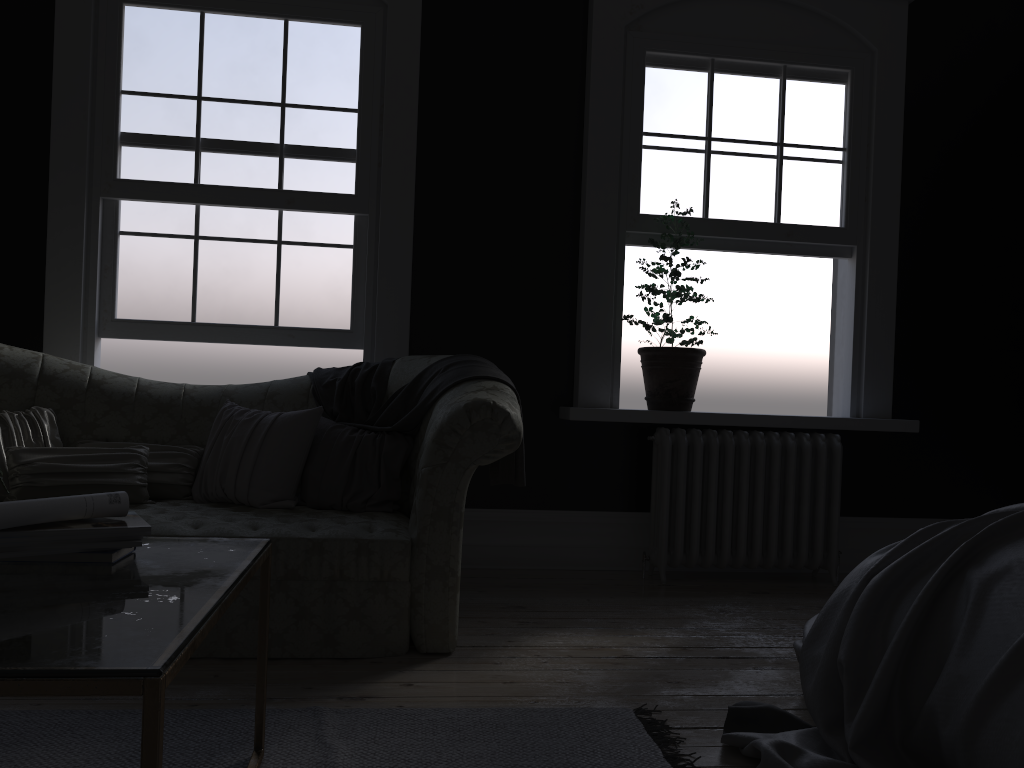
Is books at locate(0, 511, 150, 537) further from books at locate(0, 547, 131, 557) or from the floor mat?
the floor mat

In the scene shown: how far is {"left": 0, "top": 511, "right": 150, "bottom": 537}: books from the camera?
1.8 meters

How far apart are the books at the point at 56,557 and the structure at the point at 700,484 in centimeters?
317cm

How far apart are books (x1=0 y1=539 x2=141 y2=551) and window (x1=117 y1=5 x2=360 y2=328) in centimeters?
298cm

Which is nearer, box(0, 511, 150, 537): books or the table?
the table

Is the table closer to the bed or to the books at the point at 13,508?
the books at the point at 13,508

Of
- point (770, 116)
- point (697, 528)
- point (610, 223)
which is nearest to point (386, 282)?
point (610, 223)

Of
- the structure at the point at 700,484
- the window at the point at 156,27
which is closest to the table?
the window at the point at 156,27

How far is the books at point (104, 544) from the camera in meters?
1.9 m

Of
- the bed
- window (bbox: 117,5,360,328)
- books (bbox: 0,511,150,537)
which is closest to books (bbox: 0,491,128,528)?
books (bbox: 0,511,150,537)
